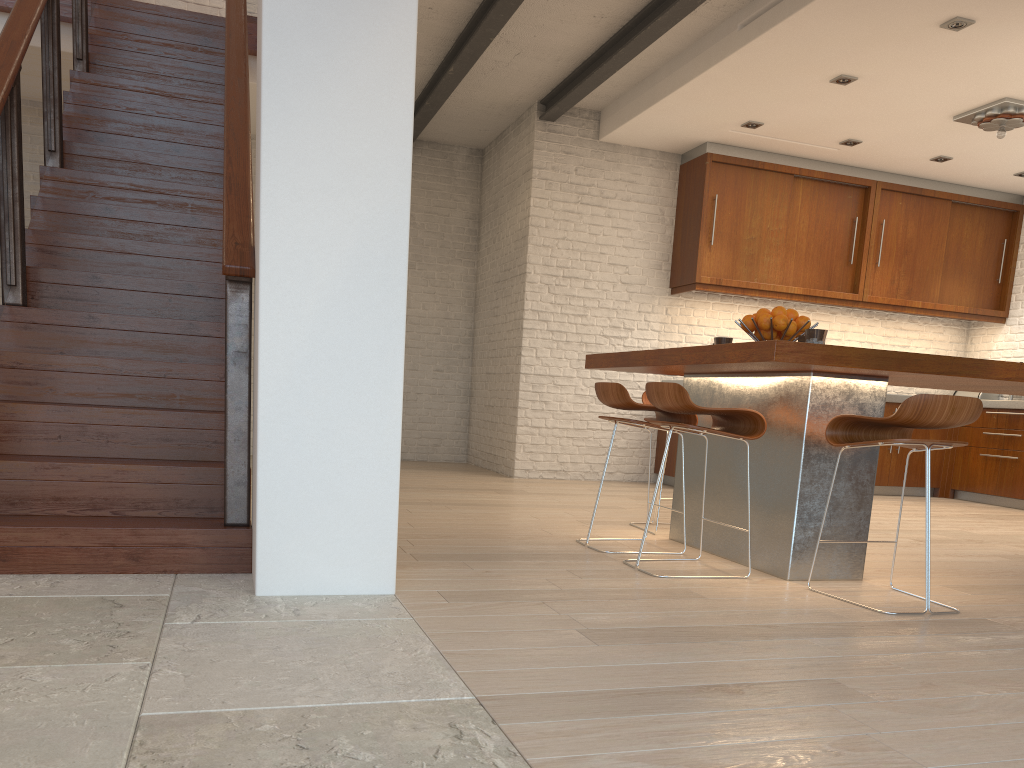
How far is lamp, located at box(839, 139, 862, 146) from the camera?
7.2m

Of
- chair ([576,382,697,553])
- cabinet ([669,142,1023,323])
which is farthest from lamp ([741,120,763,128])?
chair ([576,382,697,553])

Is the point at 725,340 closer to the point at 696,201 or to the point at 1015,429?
the point at 696,201

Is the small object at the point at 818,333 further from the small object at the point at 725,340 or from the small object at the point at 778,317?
→ the small object at the point at 725,340

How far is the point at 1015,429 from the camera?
7.5 meters

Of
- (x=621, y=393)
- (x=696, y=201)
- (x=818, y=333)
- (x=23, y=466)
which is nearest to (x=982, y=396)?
(x=696, y=201)

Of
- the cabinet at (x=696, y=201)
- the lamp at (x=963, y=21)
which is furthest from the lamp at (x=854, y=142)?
the lamp at (x=963, y=21)

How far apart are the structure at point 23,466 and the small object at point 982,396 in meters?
7.1

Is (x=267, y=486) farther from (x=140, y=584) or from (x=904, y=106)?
Result: (x=904, y=106)

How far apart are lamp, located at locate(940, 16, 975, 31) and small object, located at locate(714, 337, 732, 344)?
2.5m
